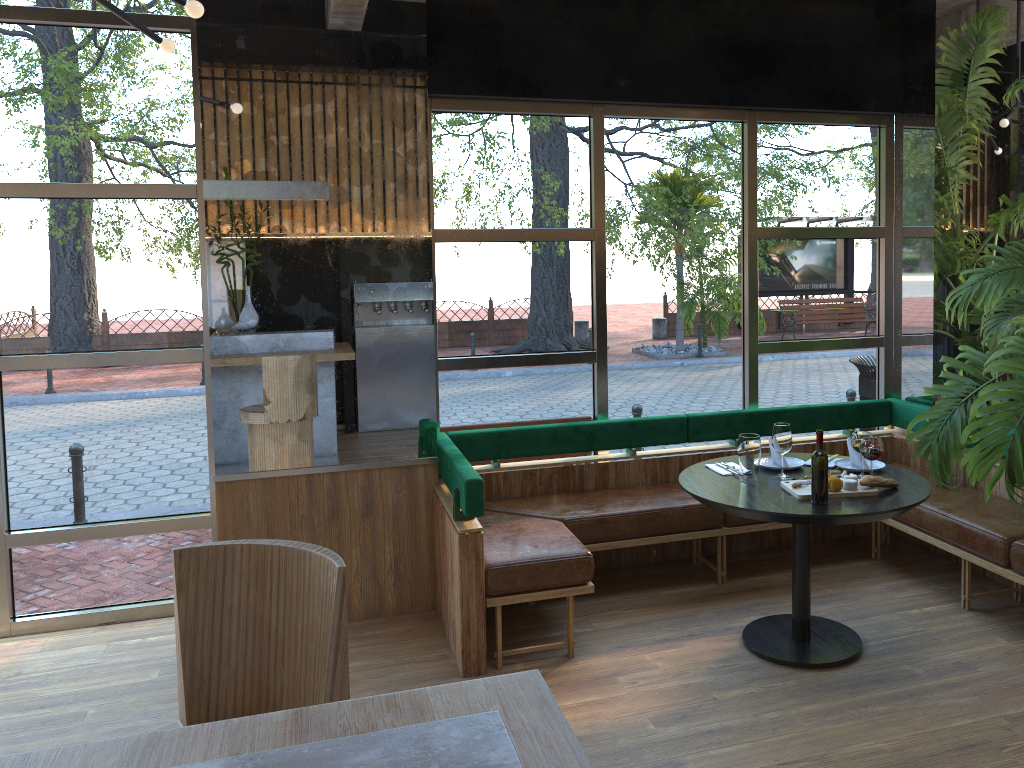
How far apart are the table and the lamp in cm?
260

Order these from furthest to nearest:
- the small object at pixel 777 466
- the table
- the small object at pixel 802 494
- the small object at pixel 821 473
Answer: the small object at pixel 777 466
the small object at pixel 802 494
the table
the small object at pixel 821 473

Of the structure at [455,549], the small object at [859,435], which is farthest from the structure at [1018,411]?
the small object at [859,435]

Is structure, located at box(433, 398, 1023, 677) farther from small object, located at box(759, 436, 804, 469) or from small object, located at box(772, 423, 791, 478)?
small object, located at box(772, 423, 791, 478)

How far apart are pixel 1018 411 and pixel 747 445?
1.43m

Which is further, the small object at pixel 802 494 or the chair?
the small object at pixel 802 494

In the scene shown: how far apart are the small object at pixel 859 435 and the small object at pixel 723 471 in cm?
56

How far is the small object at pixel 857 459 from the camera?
4.2m

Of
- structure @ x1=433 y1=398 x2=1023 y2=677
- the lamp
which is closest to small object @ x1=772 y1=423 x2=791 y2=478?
structure @ x1=433 y1=398 x2=1023 y2=677

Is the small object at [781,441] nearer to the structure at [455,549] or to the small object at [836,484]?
the small object at [836,484]
